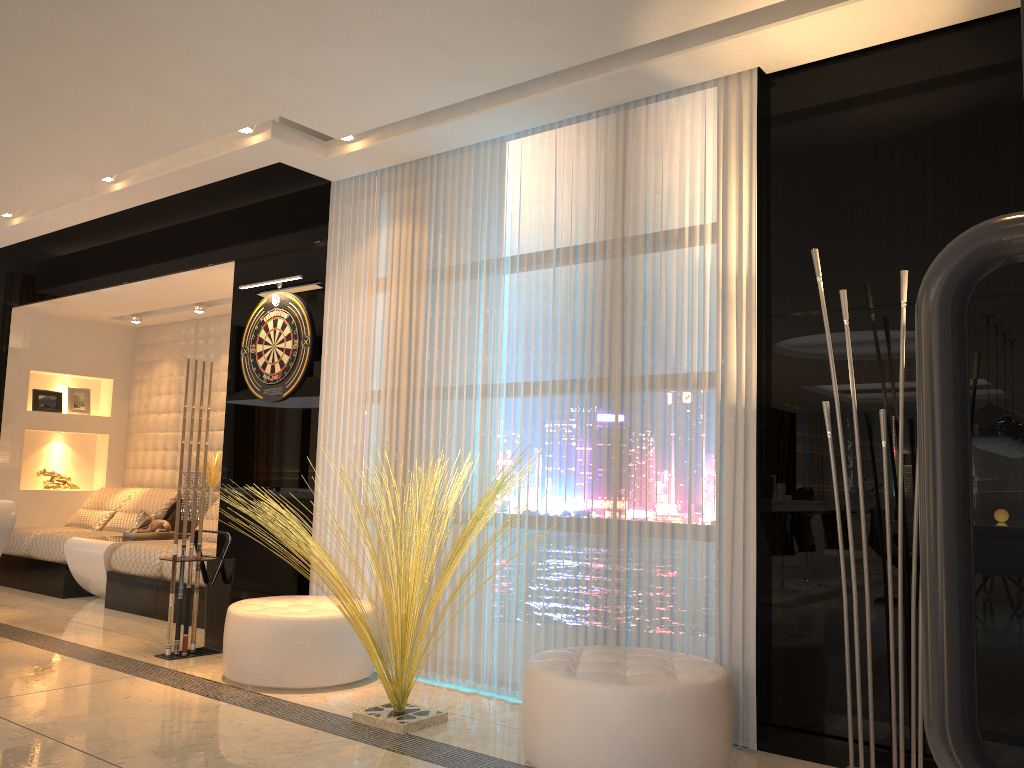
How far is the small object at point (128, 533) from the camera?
6.7 meters

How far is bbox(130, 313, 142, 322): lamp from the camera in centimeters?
782cm

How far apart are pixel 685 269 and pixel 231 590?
→ 3.0 meters

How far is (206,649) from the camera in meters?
4.8 m

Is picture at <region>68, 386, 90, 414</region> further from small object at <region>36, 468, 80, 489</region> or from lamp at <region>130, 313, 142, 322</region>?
lamp at <region>130, 313, 142, 322</region>

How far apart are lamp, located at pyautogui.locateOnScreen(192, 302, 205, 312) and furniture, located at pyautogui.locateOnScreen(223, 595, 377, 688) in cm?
348

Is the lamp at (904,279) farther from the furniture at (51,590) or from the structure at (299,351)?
the furniture at (51,590)

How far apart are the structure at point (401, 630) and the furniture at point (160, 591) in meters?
1.9 m

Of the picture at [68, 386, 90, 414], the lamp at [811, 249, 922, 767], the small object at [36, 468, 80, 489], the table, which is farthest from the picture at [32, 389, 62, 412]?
the lamp at [811, 249, 922, 767]

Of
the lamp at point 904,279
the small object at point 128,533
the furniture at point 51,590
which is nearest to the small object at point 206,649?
the small object at point 128,533
